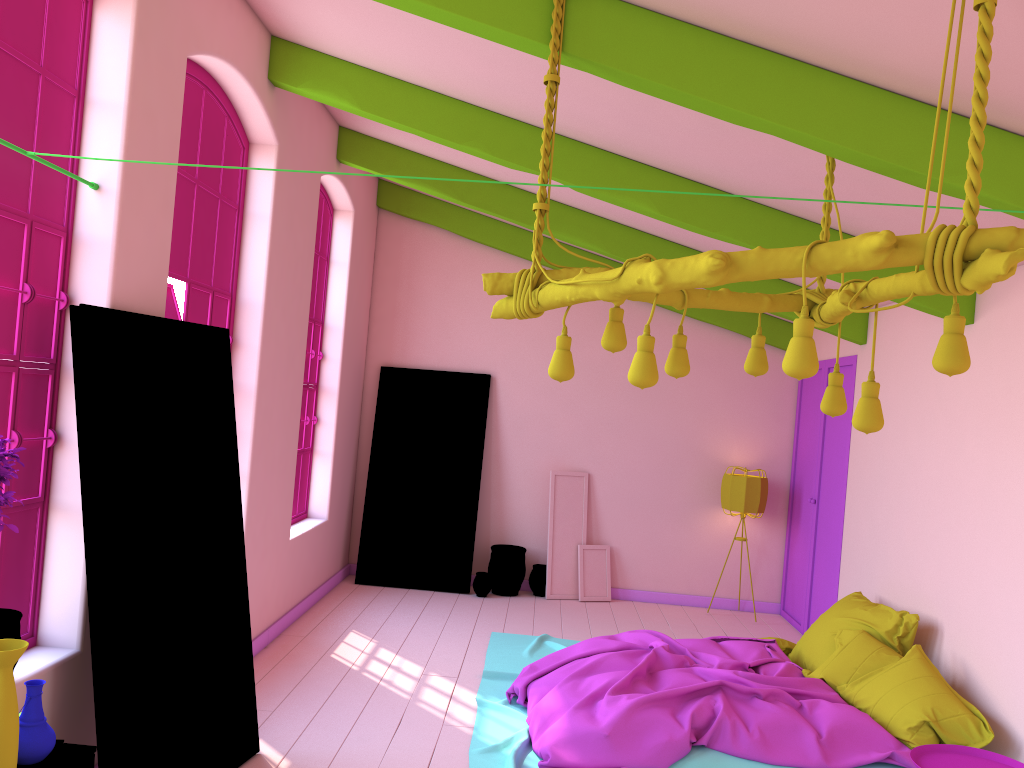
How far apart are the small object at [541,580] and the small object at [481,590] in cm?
50

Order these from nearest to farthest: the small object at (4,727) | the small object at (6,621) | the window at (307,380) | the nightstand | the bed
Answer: the small object at (4,727)
the small object at (6,621)
the nightstand
the bed
the window at (307,380)

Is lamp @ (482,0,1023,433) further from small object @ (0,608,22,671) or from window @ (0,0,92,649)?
small object @ (0,608,22,671)

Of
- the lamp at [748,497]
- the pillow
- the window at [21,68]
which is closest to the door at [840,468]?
the lamp at [748,497]

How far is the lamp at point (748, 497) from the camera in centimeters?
860cm

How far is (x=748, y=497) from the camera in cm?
860

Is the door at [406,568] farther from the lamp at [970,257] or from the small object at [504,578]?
the lamp at [970,257]

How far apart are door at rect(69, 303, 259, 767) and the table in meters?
0.9

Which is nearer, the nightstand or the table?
the table

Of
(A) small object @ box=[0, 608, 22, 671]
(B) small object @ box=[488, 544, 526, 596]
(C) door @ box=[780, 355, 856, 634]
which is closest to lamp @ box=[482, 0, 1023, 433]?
(A) small object @ box=[0, 608, 22, 671]
